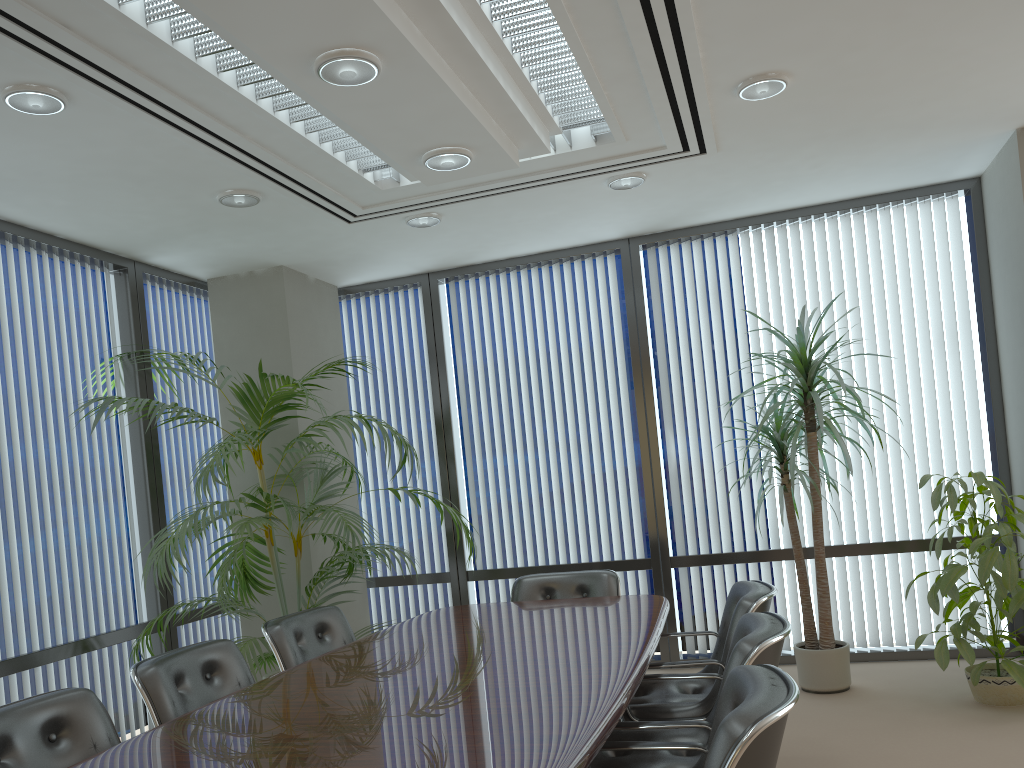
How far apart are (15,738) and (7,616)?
2.03m

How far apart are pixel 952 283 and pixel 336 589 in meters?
4.6

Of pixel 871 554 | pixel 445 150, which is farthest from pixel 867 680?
pixel 445 150

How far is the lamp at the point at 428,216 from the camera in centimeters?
533cm

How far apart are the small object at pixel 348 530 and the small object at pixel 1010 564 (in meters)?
2.57

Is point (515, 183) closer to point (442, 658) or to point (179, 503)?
point (442, 658)

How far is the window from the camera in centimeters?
572cm

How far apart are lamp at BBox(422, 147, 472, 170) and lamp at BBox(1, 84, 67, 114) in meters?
1.4 m

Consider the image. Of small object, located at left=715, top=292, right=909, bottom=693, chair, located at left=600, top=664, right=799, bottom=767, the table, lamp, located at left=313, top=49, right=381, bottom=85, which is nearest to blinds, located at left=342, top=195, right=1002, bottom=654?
small object, located at left=715, top=292, right=909, bottom=693

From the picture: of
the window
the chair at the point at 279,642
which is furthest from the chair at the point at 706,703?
the window
